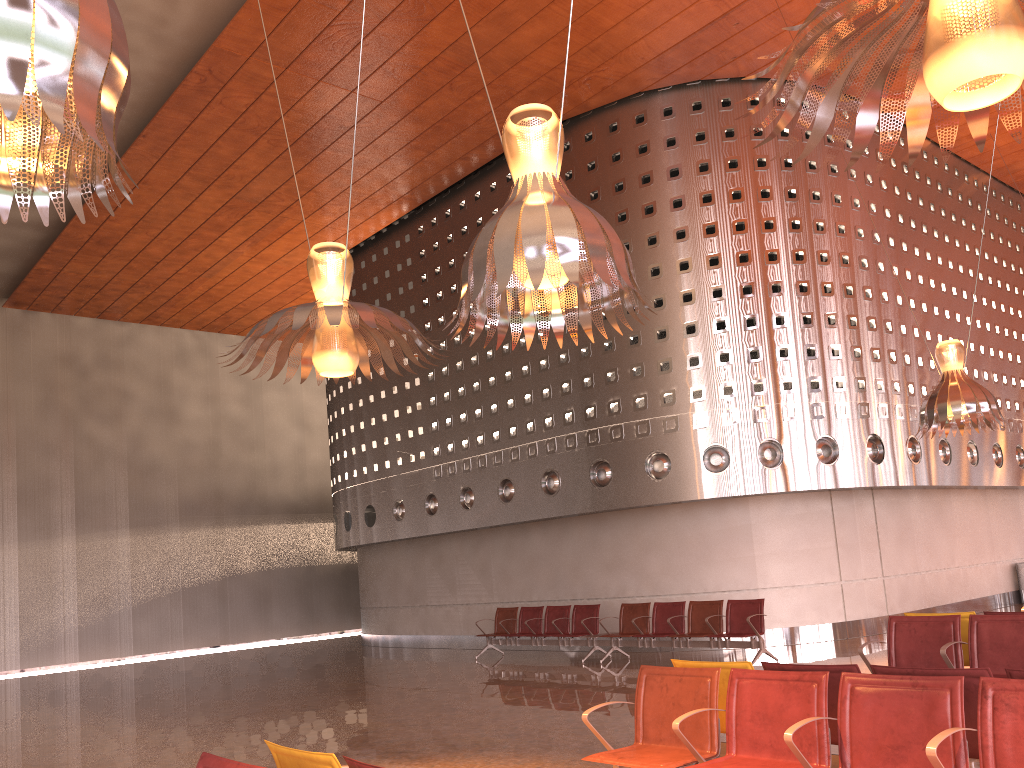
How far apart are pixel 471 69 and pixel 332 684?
9.58m
